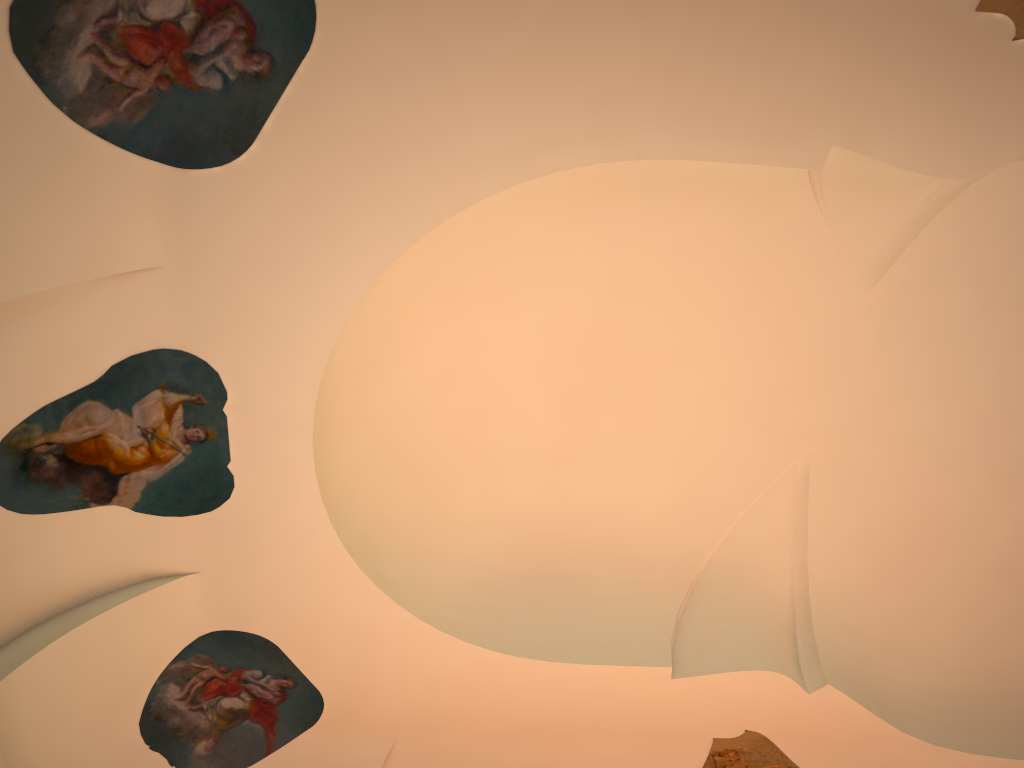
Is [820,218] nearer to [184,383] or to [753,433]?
[753,433]
